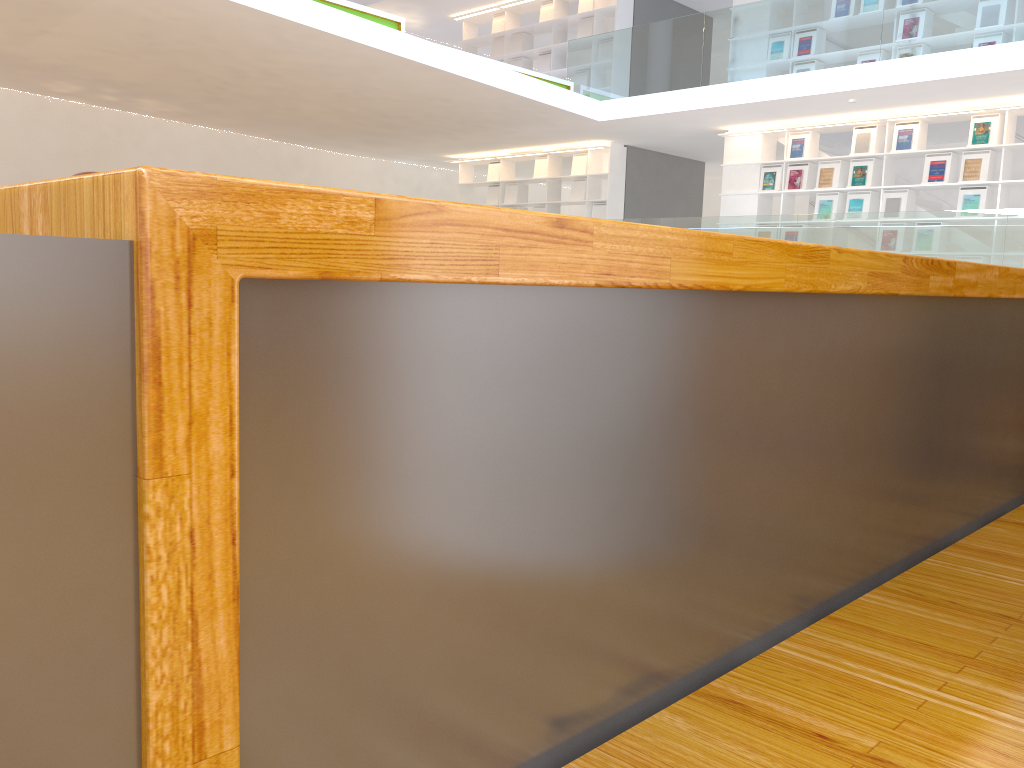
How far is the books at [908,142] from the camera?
8.7m

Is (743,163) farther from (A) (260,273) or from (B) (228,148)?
(A) (260,273)

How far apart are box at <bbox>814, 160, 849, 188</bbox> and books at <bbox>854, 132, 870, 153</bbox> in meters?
0.2 m

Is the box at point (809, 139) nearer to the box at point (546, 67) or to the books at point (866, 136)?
Result: the books at point (866, 136)

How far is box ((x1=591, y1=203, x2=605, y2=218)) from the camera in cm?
1153

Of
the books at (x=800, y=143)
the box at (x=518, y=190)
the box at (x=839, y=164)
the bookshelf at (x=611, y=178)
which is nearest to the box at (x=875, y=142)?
the box at (x=839, y=164)

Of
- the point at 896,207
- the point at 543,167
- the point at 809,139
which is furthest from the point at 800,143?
the point at 543,167

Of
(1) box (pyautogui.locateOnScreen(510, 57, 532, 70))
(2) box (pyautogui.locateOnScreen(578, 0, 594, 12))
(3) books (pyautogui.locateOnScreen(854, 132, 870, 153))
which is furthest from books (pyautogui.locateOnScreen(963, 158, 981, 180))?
(1) box (pyautogui.locateOnScreen(510, 57, 532, 70))

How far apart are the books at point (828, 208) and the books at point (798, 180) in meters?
0.4

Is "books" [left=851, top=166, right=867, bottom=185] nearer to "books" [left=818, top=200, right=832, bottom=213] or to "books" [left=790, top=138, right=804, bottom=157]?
"books" [left=818, top=200, right=832, bottom=213]
